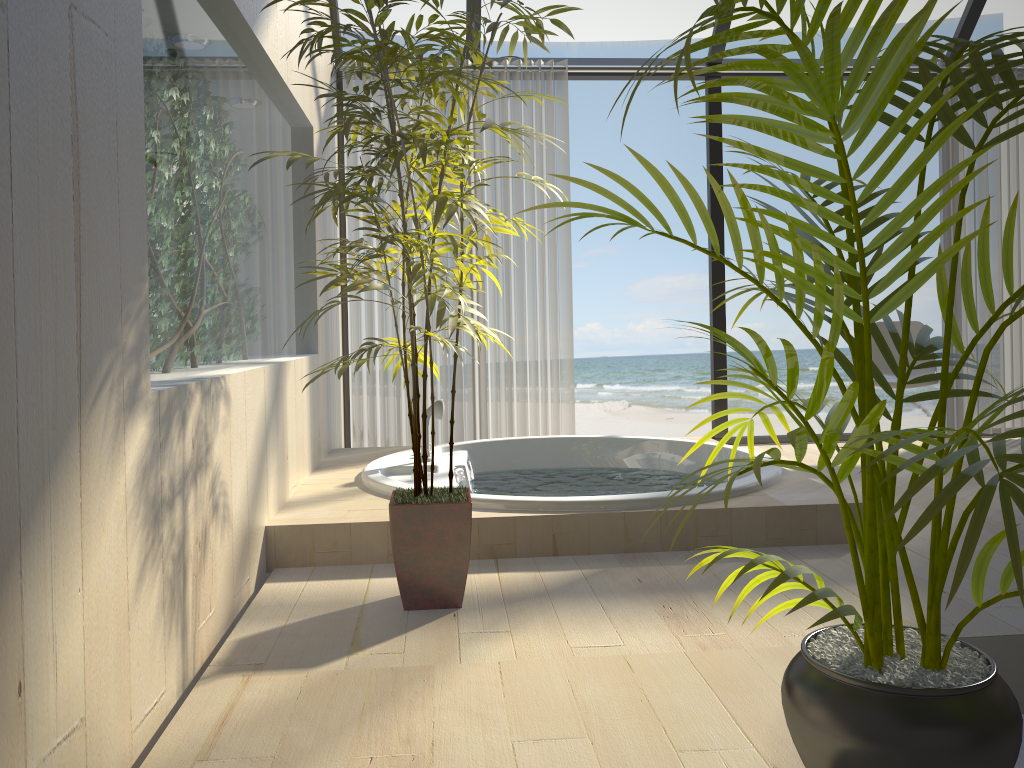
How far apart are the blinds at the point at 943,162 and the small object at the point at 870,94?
3.73m

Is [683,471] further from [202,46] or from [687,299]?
[687,299]

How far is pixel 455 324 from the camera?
2.0m

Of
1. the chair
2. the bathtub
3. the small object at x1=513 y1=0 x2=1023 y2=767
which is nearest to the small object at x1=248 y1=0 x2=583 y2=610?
the bathtub

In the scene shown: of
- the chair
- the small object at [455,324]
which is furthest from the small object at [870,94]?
the chair

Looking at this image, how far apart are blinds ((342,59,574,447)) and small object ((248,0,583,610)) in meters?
2.0 m

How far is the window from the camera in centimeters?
474cm

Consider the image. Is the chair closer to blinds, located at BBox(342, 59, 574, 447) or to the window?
the window

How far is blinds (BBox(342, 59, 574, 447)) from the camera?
4.6 meters

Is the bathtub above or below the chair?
below
